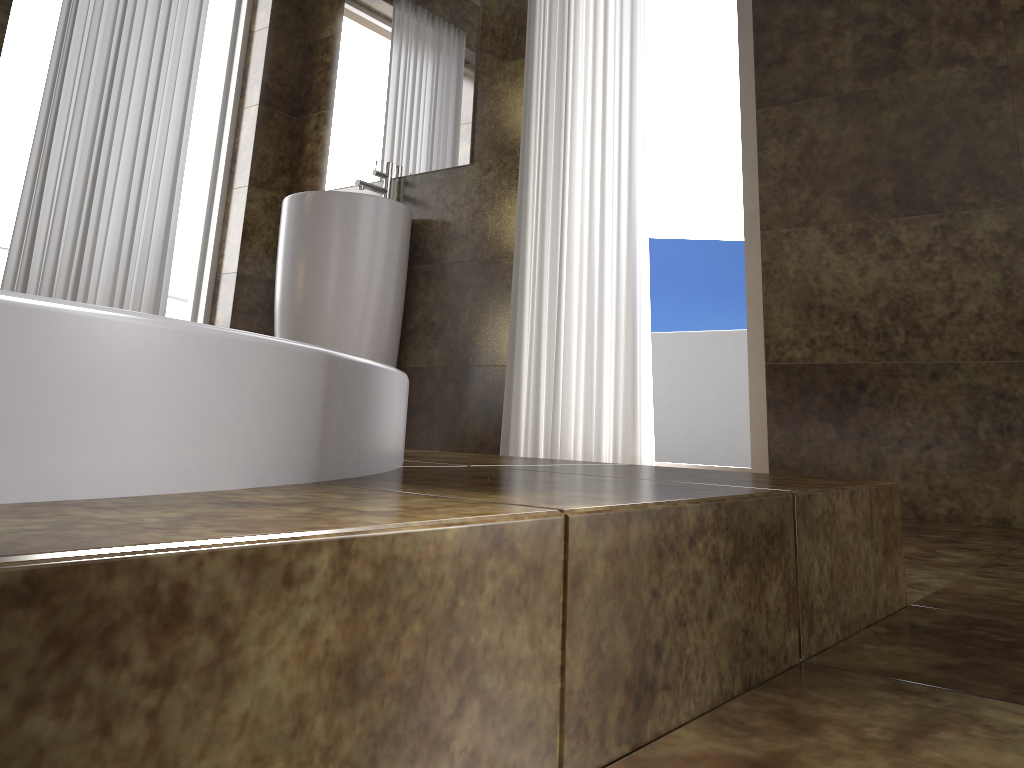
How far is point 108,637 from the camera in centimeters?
27cm

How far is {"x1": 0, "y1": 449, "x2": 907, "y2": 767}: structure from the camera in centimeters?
27cm

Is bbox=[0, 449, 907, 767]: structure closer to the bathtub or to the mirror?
the bathtub

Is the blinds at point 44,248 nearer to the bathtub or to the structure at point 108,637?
the structure at point 108,637

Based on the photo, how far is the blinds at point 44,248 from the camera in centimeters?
278cm

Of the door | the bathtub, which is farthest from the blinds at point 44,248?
the bathtub

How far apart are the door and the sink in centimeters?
77cm

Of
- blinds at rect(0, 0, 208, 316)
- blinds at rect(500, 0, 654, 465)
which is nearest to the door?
blinds at rect(0, 0, 208, 316)

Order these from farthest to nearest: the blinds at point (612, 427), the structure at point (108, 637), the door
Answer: the door → the blinds at point (612, 427) → the structure at point (108, 637)

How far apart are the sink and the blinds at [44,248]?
0.5m
